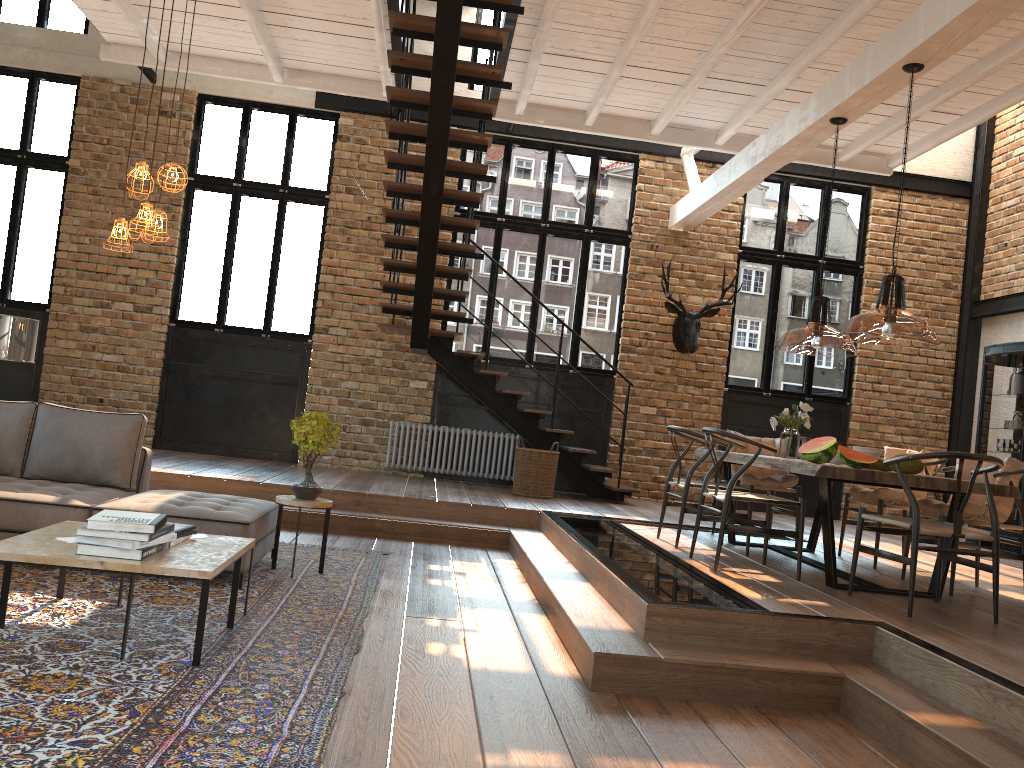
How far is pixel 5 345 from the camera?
5.89m

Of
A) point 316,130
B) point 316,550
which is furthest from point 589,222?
point 316,550

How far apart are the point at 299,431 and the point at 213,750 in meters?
2.9 m

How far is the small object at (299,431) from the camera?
5.43m

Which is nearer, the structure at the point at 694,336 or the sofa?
the sofa

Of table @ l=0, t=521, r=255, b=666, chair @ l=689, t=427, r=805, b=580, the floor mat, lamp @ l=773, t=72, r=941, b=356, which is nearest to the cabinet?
lamp @ l=773, t=72, r=941, b=356

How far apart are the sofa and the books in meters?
0.7 m

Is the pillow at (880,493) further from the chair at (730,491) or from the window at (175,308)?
the window at (175,308)

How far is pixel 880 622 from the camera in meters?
4.2 m

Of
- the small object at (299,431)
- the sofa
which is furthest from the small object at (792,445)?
the sofa
